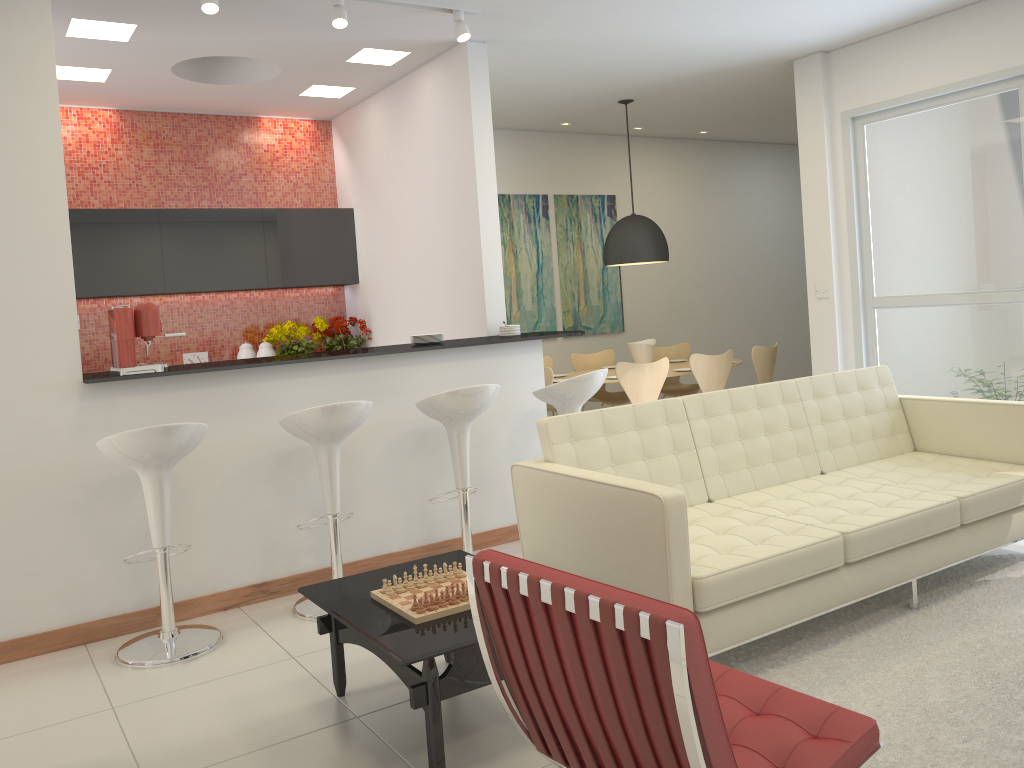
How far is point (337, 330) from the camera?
7.5 meters

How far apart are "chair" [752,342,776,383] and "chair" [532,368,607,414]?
3.24m

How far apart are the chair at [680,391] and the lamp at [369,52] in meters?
4.1

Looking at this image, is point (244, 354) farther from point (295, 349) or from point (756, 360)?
point (756, 360)

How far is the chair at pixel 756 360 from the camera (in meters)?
7.81

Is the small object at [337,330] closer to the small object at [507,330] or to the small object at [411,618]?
the small object at [507,330]

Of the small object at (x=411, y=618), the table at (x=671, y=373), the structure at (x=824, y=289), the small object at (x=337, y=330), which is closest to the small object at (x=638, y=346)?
the table at (x=671, y=373)

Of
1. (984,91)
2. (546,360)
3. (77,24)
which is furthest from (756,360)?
(77,24)

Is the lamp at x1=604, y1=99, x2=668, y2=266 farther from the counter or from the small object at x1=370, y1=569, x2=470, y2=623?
the small object at x1=370, y1=569, x2=470, y2=623

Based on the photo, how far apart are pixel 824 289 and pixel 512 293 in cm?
317
